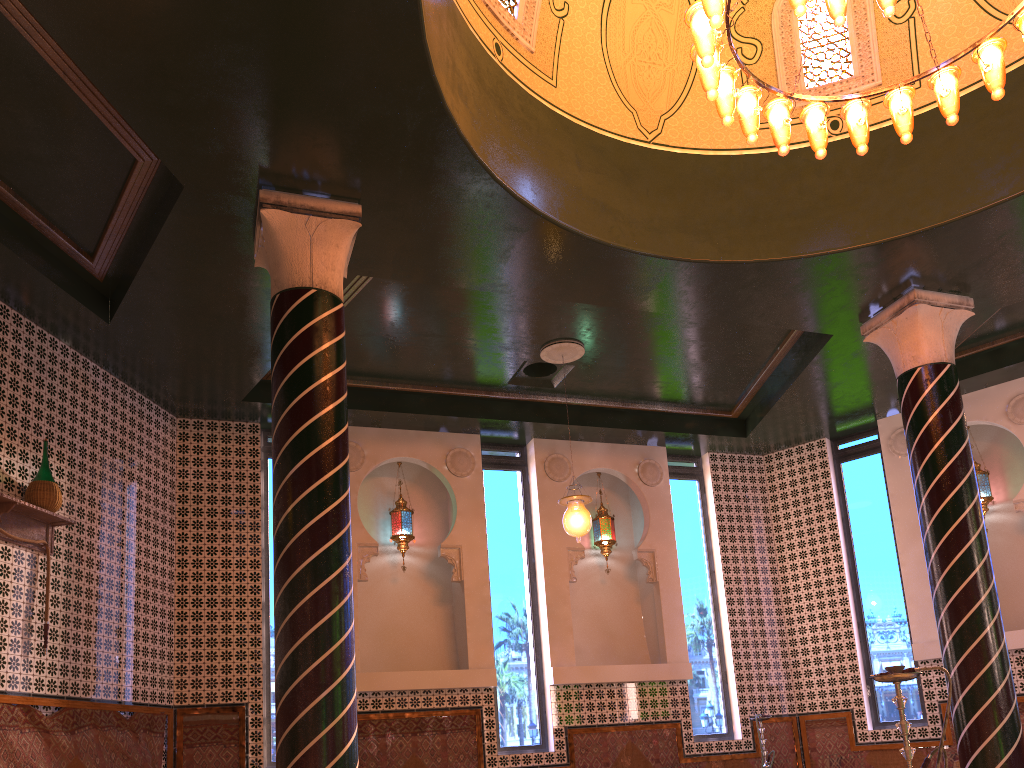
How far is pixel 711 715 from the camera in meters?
11.7 m

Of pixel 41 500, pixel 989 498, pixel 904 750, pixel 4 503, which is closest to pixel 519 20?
pixel 41 500

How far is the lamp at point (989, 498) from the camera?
11.3m

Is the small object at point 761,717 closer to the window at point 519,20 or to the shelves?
the window at point 519,20

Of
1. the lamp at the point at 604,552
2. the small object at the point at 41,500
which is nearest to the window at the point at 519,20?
the small object at the point at 41,500

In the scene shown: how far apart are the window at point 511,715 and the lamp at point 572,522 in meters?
2.2

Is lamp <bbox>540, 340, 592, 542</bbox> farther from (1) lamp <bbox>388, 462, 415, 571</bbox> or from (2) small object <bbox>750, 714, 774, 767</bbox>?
(2) small object <bbox>750, 714, 774, 767</bbox>

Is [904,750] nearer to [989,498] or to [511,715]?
[511,715]

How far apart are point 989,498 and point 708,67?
8.2m

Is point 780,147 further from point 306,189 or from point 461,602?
point 461,602
